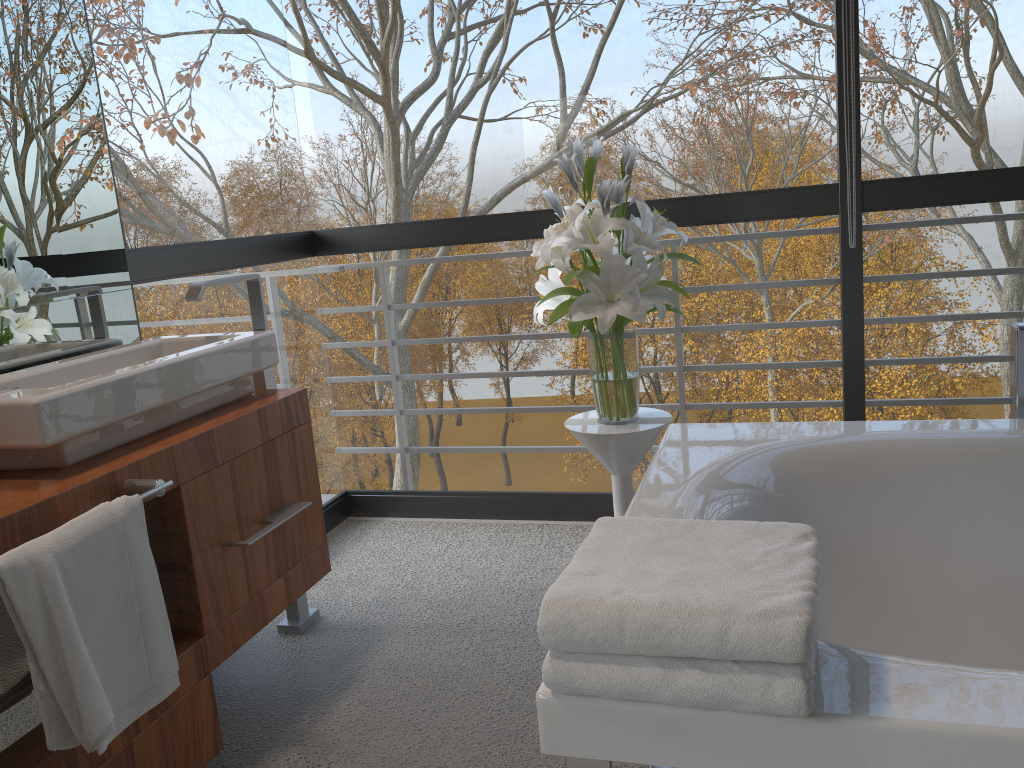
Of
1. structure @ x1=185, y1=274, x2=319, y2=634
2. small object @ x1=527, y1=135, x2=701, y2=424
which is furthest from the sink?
small object @ x1=527, y1=135, x2=701, y2=424

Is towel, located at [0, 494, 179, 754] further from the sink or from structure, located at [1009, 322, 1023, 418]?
structure, located at [1009, 322, 1023, 418]

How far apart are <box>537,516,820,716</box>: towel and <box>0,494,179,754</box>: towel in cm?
74

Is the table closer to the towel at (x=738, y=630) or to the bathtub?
the bathtub

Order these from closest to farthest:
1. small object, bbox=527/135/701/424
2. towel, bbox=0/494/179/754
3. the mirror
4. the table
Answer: towel, bbox=0/494/179/754 < the mirror < small object, bbox=527/135/701/424 < the table

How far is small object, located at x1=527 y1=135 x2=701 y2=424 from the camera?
2.3m

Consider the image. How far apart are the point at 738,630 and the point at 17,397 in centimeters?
124cm

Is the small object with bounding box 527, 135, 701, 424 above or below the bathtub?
above

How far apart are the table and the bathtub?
0.1 meters

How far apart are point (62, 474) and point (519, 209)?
3.8 meters
